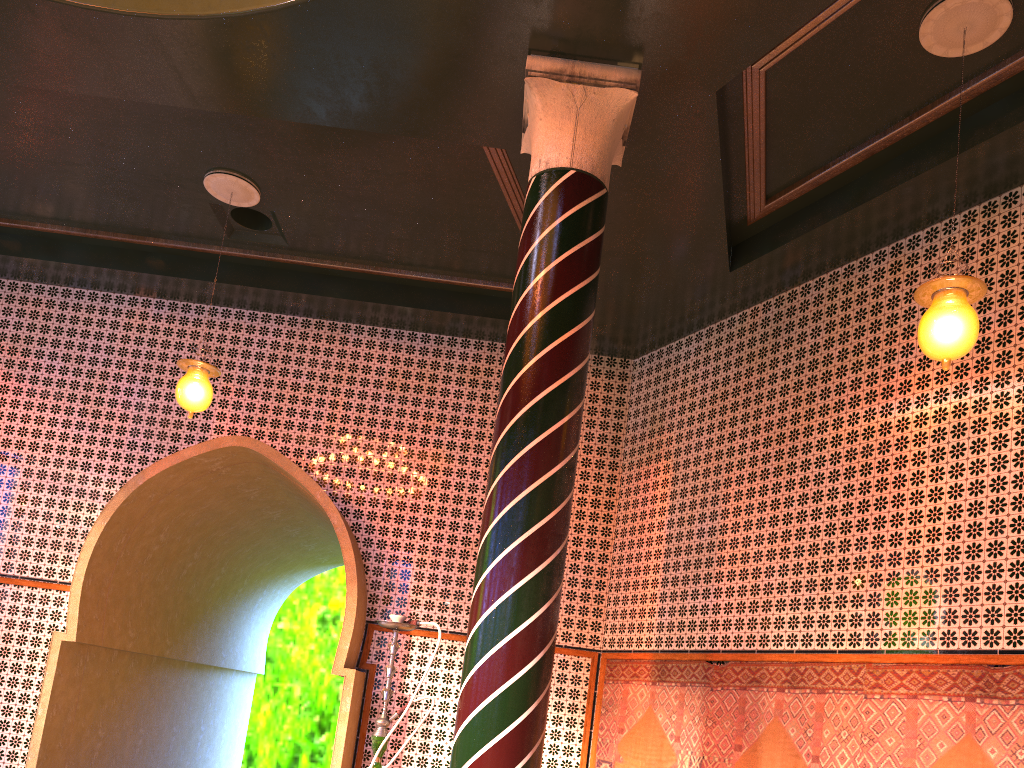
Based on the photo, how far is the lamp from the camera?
5.12m

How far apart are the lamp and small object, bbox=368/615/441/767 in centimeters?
354cm

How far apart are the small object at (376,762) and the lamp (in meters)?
3.54

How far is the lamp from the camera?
5.12m

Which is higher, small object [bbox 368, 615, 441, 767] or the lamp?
the lamp

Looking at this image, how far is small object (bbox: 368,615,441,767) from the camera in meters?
5.2
